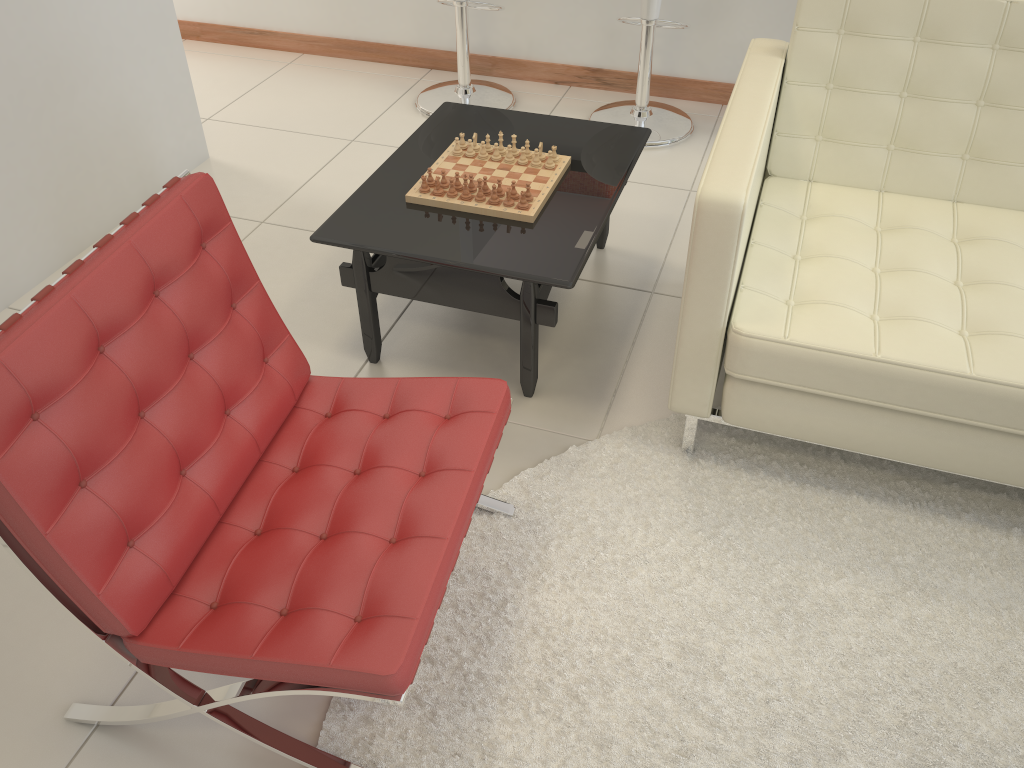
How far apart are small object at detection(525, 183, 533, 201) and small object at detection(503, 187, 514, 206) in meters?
0.1

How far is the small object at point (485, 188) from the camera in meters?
2.3

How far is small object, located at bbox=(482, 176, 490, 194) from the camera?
2.3m

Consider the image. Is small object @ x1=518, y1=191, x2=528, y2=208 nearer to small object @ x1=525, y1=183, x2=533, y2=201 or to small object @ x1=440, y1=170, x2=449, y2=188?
small object @ x1=525, y1=183, x2=533, y2=201

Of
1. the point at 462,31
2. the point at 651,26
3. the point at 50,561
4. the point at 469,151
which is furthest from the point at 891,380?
the point at 462,31

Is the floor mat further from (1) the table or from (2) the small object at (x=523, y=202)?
(2) the small object at (x=523, y=202)

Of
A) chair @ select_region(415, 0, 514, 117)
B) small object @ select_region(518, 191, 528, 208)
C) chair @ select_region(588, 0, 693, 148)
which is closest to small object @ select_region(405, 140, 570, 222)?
small object @ select_region(518, 191, 528, 208)

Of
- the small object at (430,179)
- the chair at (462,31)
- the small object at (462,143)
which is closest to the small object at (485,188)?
the small object at (430,179)

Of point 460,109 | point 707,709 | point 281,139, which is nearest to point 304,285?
point 460,109

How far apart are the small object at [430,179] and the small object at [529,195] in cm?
27
